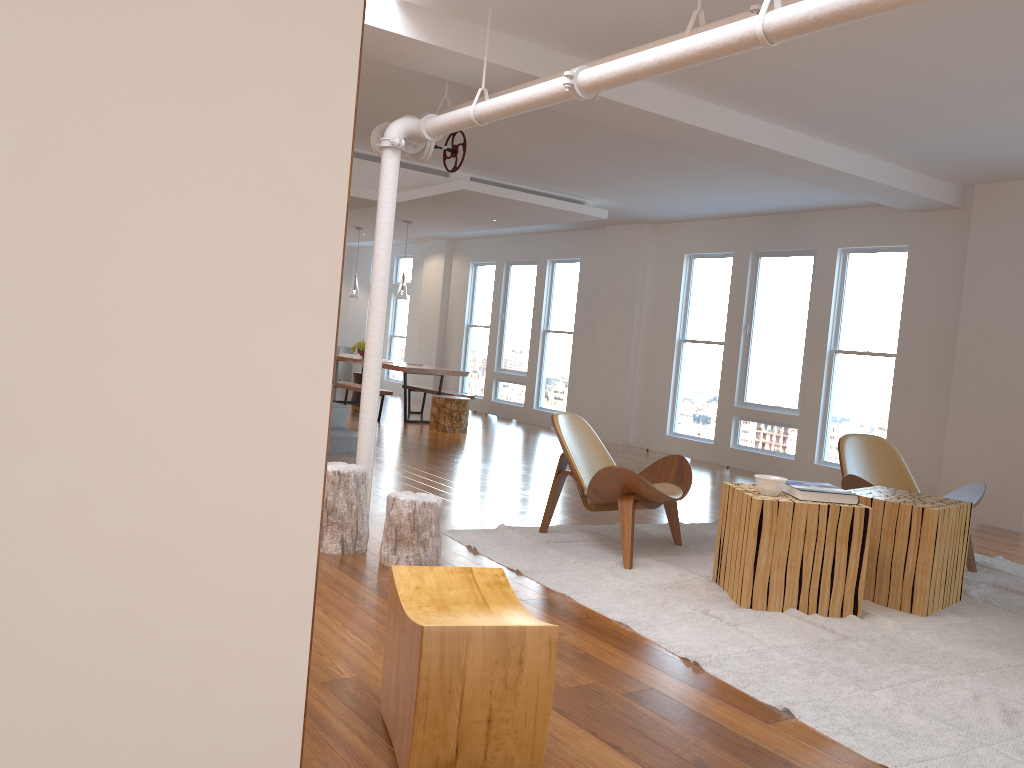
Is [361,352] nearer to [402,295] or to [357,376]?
[357,376]

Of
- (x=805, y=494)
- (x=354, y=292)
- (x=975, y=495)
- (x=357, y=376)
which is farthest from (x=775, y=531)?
(x=357, y=376)

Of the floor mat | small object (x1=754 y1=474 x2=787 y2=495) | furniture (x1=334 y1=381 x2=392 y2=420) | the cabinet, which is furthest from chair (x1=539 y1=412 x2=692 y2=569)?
the cabinet

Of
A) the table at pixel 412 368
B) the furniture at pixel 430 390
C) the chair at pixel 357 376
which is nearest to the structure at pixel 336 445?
the table at pixel 412 368

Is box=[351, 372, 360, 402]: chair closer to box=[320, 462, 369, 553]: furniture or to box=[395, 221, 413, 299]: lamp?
box=[395, 221, 413, 299]: lamp

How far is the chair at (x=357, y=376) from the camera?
13.3 meters

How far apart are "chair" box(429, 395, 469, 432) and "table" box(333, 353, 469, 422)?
0.5 meters

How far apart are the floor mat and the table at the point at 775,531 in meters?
0.0 m

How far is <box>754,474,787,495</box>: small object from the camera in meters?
4.1 m

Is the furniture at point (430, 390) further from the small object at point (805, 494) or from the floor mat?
the small object at point (805, 494)
